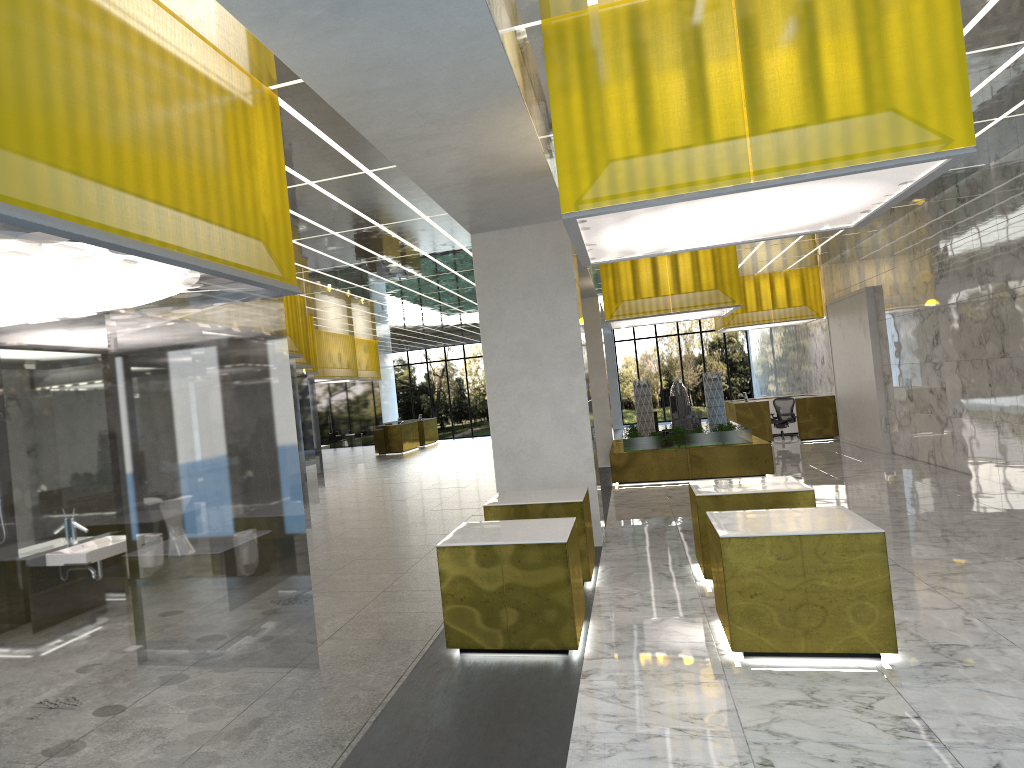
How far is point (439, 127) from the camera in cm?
874

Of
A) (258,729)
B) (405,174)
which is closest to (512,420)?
(405,174)

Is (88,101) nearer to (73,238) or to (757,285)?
(73,238)

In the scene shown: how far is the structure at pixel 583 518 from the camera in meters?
11.5

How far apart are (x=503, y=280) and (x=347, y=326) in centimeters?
2032cm

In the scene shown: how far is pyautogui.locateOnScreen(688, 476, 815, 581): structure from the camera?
11.1m

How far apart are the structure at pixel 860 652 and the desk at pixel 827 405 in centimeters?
2337cm

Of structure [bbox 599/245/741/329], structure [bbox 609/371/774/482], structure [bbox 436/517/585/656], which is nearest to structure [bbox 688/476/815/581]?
structure [bbox 436/517/585/656]

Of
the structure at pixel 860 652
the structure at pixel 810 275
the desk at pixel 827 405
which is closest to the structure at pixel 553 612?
the structure at pixel 860 652

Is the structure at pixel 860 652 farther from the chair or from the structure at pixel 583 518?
the chair
